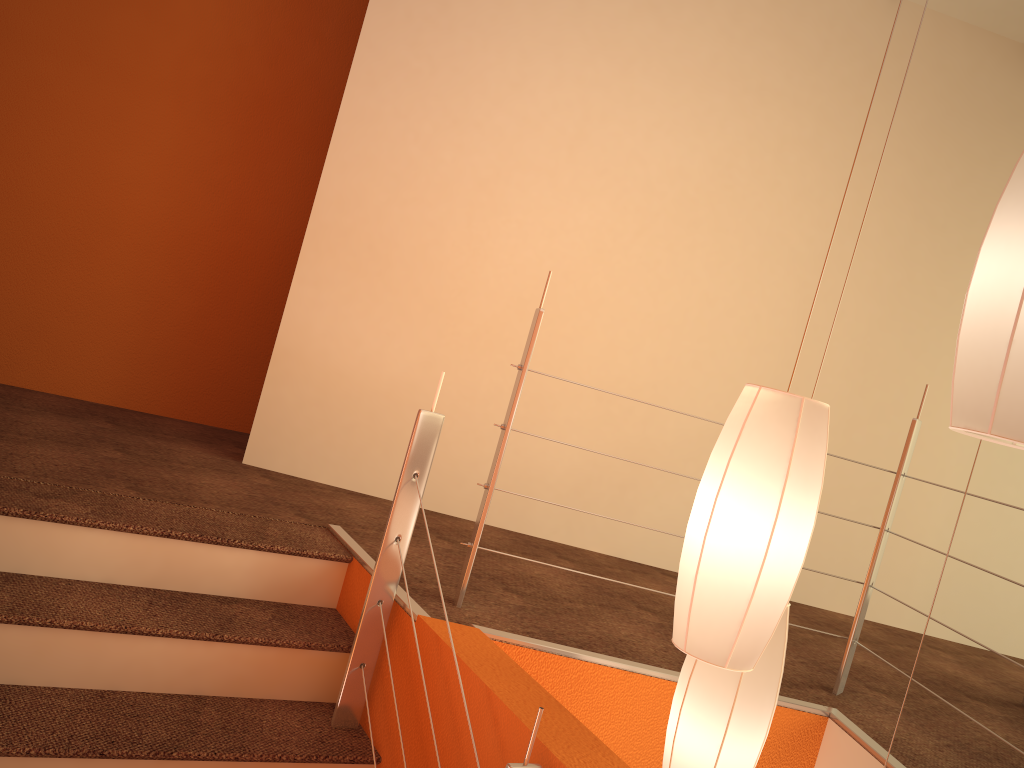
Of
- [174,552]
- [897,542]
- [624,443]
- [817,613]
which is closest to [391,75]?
[624,443]

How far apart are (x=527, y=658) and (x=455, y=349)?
1.6 meters

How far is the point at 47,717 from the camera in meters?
1.8 m

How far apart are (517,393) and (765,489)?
1.0 meters

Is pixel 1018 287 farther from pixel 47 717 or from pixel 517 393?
pixel 47 717

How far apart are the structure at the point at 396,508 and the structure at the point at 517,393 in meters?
0.2

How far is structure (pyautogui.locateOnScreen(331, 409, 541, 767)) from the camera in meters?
2.1

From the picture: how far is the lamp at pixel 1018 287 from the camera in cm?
118

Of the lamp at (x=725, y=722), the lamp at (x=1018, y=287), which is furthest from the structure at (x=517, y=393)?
the lamp at (x=1018, y=287)

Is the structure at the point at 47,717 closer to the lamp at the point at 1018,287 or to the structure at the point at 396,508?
the structure at the point at 396,508
